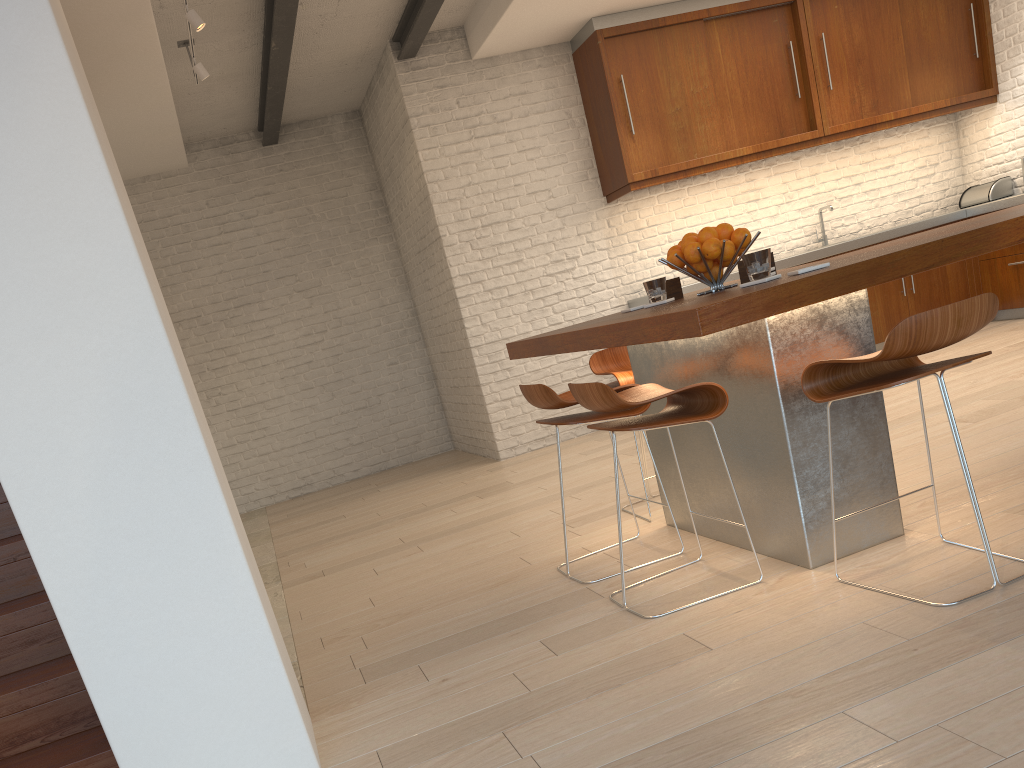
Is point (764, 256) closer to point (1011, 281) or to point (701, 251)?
point (701, 251)

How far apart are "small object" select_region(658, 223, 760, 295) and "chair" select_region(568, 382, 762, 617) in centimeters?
46cm

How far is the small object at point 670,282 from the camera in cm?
356

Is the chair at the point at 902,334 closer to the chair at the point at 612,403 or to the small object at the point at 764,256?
the chair at the point at 612,403

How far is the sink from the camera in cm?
746

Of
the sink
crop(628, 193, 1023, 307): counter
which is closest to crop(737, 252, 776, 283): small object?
crop(628, 193, 1023, 307): counter

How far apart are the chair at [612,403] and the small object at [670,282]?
0.6m

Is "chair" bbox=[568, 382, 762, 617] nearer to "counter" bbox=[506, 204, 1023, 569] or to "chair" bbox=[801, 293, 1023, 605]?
"counter" bbox=[506, 204, 1023, 569]

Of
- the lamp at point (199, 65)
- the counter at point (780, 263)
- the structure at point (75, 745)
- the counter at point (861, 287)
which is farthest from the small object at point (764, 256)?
the lamp at point (199, 65)

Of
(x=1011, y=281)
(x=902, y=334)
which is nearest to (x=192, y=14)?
(x=902, y=334)
